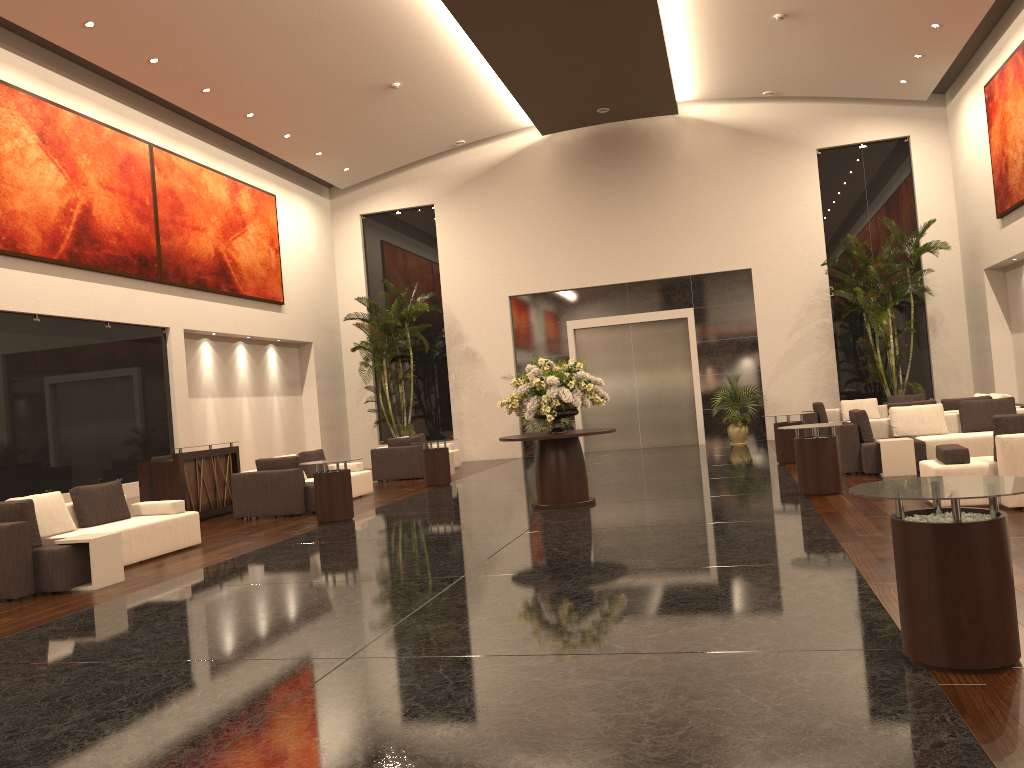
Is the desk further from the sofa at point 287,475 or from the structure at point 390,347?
the structure at point 390,347

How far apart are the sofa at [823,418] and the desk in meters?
10.8

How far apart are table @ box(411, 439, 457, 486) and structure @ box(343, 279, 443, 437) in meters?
5.3

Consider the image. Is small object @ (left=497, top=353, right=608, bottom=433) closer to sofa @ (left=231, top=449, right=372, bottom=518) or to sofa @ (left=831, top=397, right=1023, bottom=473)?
sofa @ (left=831, top=397, right=1023, bottom=473)

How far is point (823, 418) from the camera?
17.5m

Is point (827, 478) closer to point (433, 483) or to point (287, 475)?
point (287, 475)

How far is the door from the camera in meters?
21.3

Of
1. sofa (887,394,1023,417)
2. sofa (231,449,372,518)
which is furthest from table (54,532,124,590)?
sofa (887,394,1023,417)

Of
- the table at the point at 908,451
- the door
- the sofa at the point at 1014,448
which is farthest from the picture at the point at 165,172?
the sofa at the point at 1014,448

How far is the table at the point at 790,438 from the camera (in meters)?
14.27
